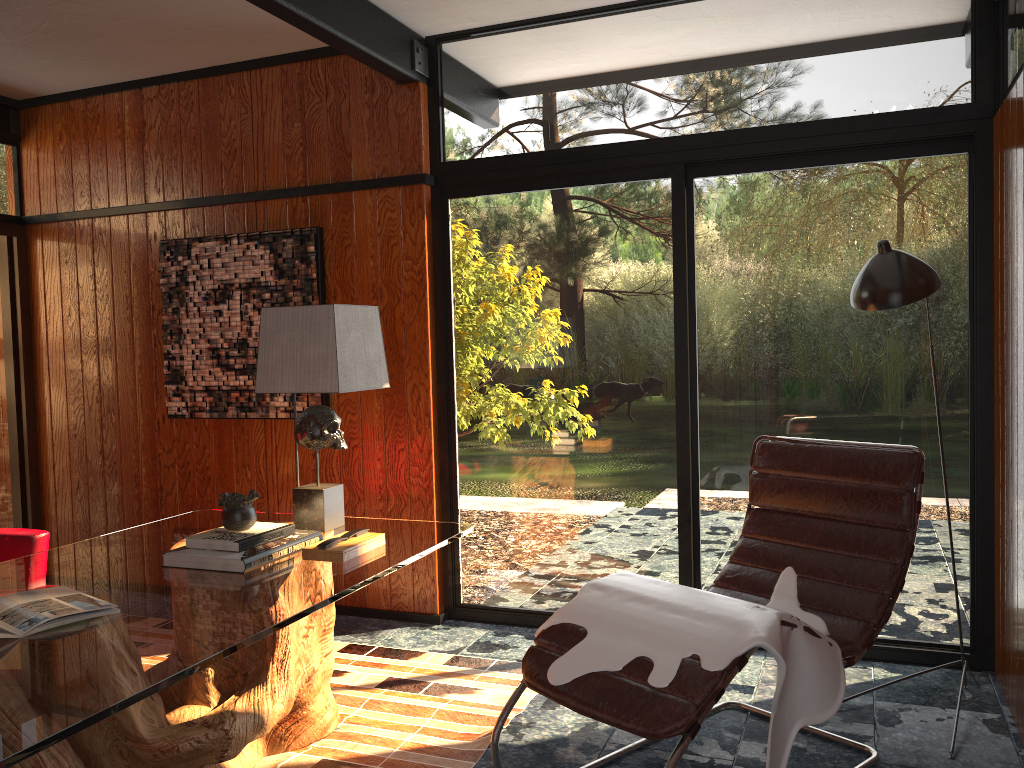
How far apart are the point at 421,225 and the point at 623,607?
2.1 meters

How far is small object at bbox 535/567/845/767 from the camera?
2.1 meters

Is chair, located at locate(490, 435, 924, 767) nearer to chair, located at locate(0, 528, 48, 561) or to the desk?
the desk

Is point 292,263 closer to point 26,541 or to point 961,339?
point 26,541

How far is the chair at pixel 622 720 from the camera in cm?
204

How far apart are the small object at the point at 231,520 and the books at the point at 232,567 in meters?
0.1 m

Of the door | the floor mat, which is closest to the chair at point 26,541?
the floor mat

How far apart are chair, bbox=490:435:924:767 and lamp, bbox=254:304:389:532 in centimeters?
85cm

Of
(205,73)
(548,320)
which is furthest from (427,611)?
(205,73)

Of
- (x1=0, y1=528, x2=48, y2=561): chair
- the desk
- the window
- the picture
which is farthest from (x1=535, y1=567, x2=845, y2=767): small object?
the picture
